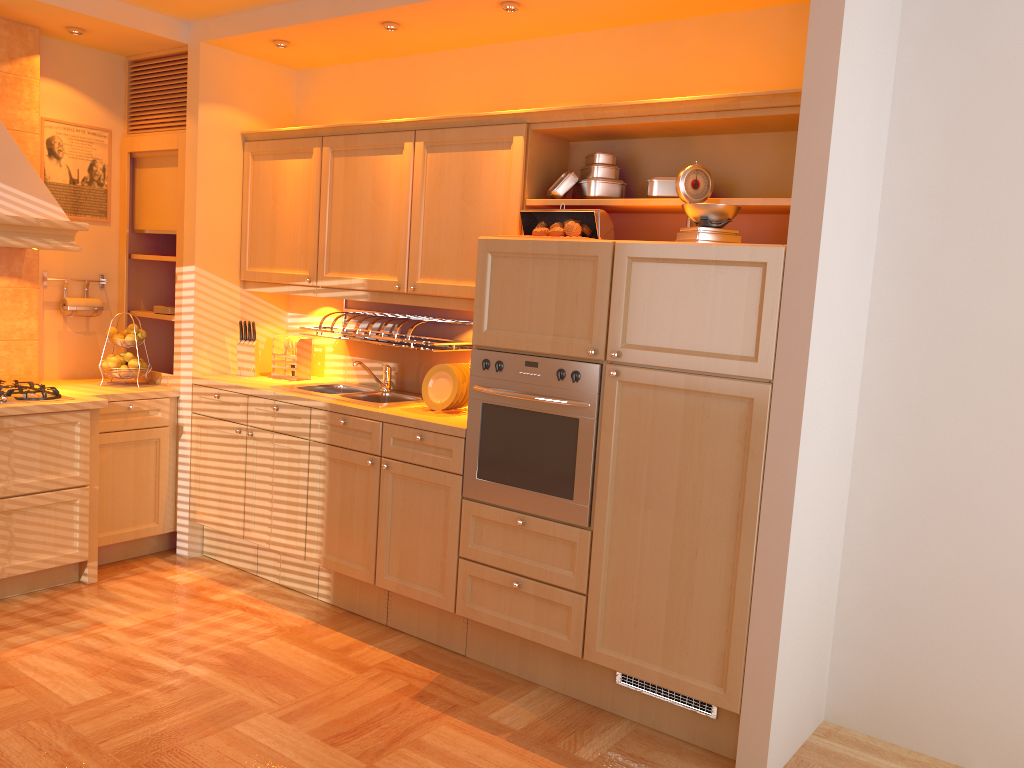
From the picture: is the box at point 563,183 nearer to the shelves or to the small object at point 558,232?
the small object at point 558,232

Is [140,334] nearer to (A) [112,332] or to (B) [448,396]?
(A) [112,332]

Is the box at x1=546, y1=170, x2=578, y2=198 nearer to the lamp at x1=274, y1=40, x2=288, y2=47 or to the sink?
the sink

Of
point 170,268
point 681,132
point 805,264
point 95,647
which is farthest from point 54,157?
point 805,264

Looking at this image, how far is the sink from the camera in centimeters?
402cm

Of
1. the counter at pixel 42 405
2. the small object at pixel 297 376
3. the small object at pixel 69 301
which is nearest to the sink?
the small object at pixel 297 376

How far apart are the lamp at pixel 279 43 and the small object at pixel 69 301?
1.7m

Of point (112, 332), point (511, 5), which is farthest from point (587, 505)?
point (112, 332)

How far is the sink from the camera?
4.0m

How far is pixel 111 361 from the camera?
4.5 meters
